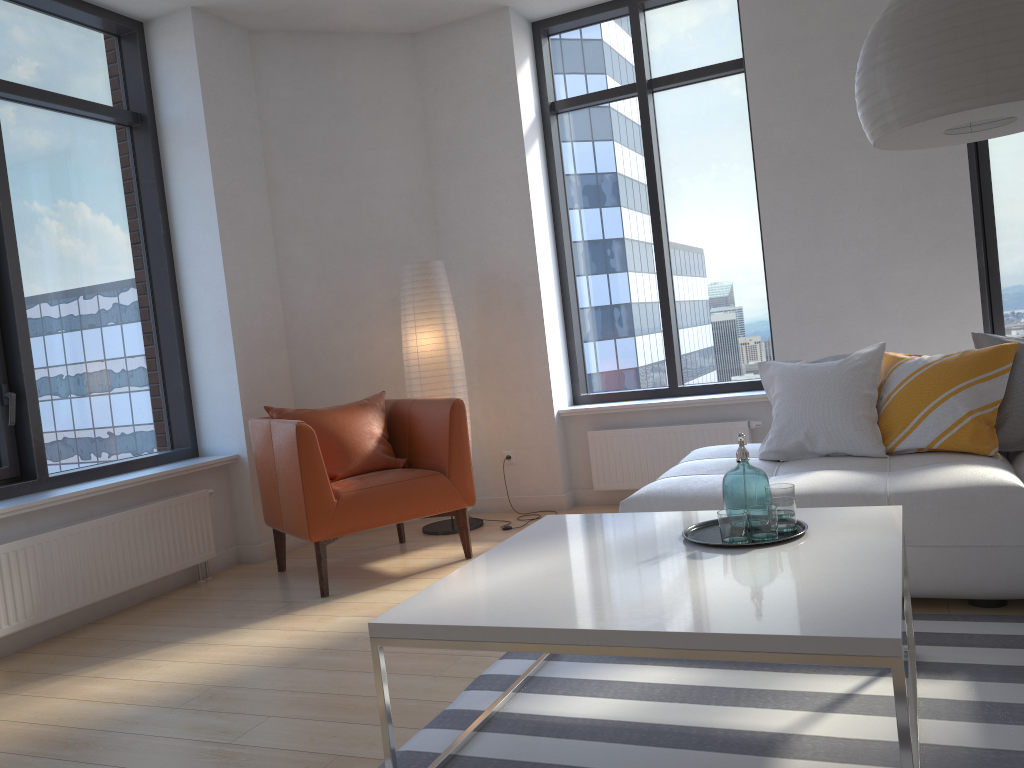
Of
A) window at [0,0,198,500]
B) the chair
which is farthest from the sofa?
window at [0,0,198,500]

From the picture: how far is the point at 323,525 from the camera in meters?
3.9 m

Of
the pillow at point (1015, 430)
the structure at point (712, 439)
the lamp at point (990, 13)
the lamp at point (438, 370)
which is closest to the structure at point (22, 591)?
the lamp at point (438, 370)

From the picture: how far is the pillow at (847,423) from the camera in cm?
348

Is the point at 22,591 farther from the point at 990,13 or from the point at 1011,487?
the point at 990,13

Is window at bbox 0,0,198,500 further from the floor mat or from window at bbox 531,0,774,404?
the floor mat

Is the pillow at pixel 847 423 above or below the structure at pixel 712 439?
above

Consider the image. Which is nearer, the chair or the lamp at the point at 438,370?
the chair

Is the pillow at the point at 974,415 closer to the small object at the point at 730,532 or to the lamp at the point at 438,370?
the small object at the point at 730,532

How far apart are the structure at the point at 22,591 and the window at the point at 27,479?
0.32m
